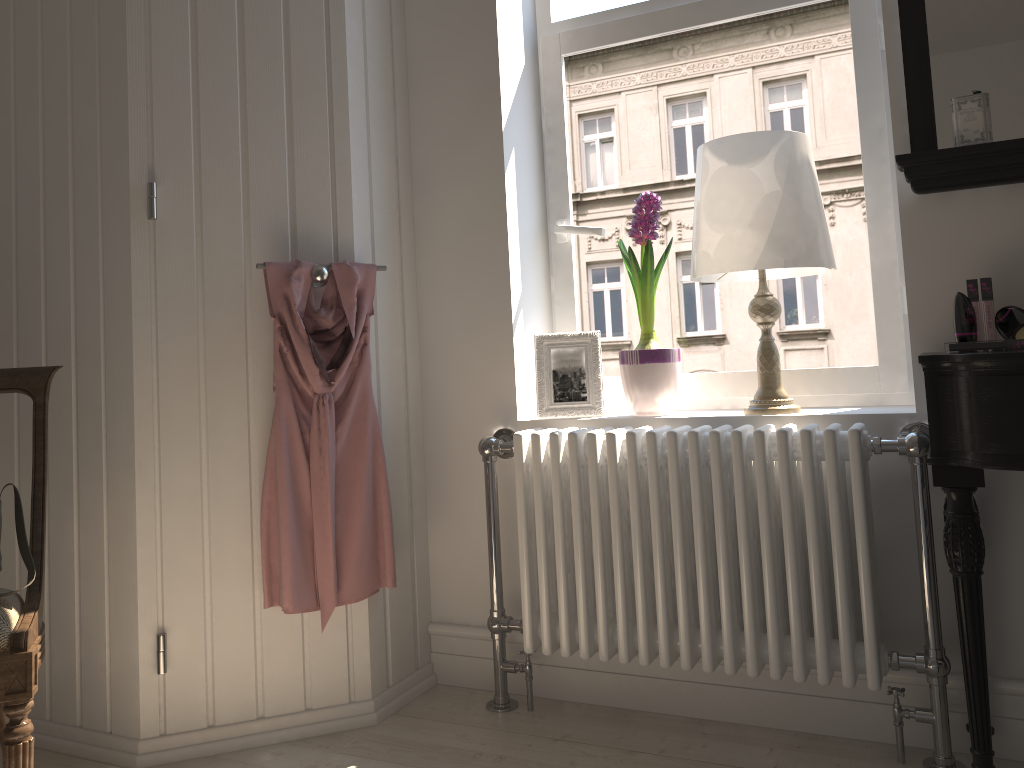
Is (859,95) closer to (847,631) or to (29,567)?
(847,631)

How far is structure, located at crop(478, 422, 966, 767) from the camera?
1.83m

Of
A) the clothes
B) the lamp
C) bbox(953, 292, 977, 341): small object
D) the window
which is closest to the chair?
the clothes

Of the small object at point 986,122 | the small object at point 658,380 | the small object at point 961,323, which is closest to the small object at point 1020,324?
the small object at point 961,323

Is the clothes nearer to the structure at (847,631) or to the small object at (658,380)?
the structure at (847,631)

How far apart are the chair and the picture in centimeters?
114cm

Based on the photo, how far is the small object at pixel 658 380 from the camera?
2.2m

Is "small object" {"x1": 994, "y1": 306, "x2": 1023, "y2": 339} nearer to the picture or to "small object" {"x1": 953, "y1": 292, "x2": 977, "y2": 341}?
"small object" {"x1": 953, "y1": 292, "x2": 977, "y2": 341}

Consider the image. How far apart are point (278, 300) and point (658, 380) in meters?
0.9 m

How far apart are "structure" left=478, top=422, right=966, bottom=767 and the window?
0.3m
